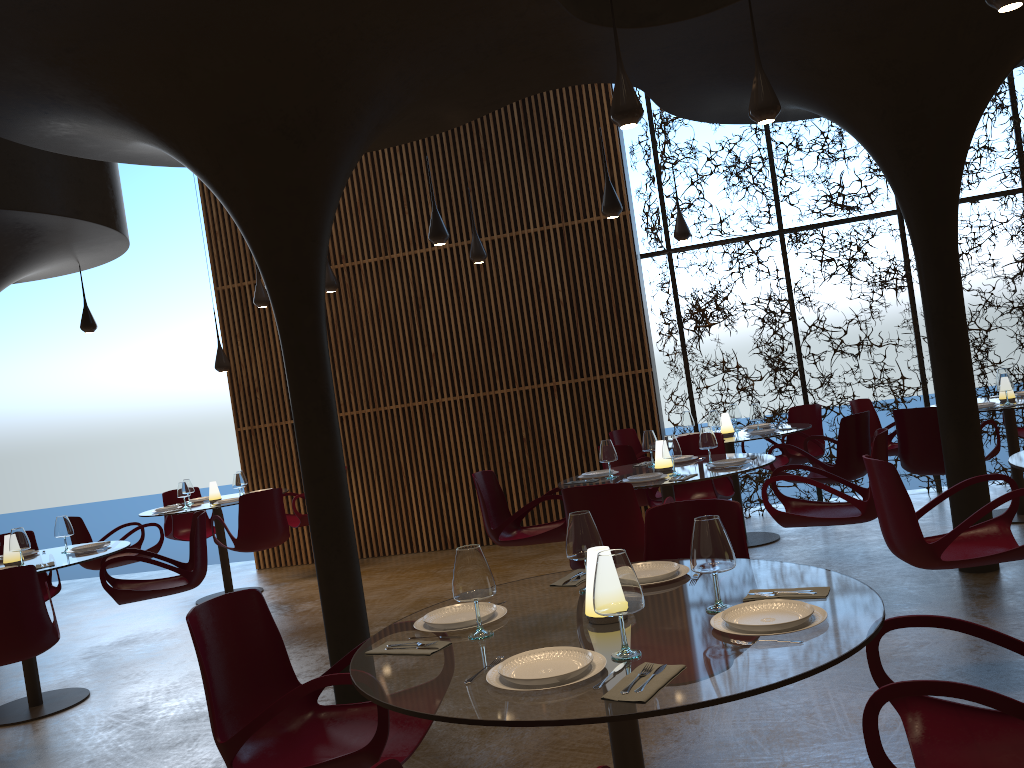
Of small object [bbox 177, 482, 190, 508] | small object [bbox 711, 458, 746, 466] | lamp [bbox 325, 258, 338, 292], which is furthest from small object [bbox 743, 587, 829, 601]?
small object [bbox 177, 482, 190, 508]

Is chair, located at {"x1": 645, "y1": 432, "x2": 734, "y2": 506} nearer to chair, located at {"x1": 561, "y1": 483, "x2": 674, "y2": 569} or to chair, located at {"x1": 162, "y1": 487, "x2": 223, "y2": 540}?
chair, located at {"x1": 561, "y1": 483, "x2": 674, "y2": 569}

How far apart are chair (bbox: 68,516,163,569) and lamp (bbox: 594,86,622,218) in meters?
5.9 m

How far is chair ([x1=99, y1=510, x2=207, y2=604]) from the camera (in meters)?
6.98

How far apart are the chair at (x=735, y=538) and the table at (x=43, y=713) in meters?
4.5

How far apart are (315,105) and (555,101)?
6.1m

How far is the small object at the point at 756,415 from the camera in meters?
9.0 m

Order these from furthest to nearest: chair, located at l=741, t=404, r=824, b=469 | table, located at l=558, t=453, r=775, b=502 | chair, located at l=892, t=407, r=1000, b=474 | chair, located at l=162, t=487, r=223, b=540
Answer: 1. chair, located at l=162, t=487, r=223, b=540
2. chair, located at l=741, t=404, r=824, b=469
3. chair, located at l=892, t=407, r=1000, b=474
4. table, located at l=558, t=453, r=775, b=502

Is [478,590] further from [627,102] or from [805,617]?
[627,102]

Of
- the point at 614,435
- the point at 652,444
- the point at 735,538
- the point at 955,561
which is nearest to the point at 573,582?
the point at 735,538
